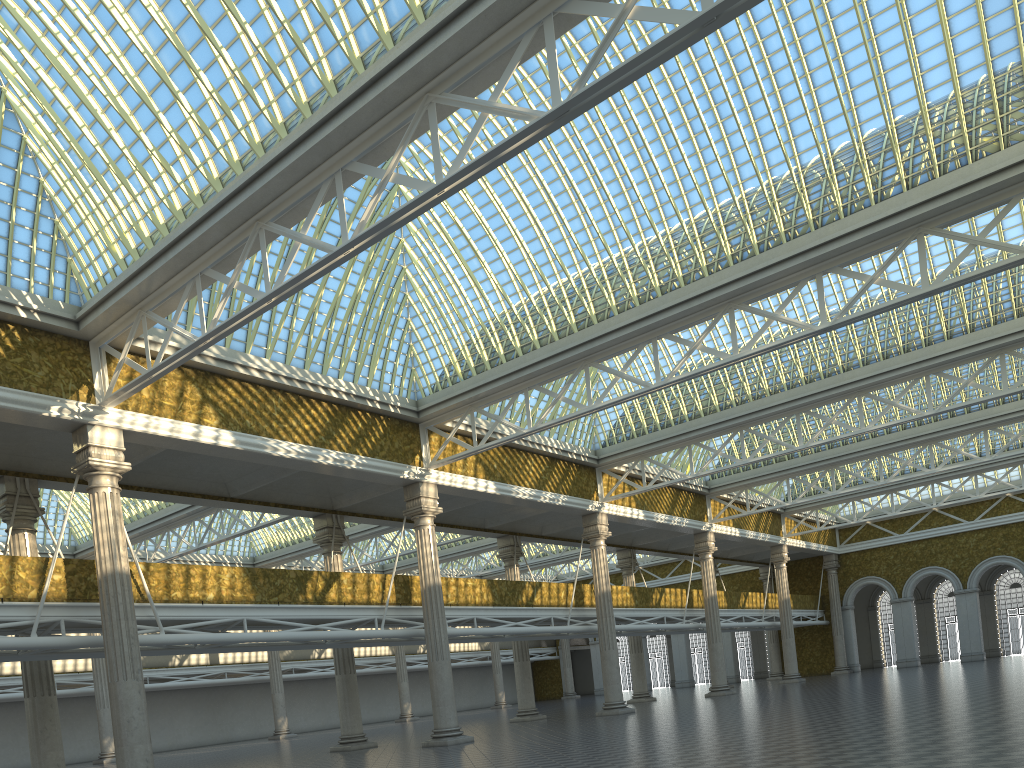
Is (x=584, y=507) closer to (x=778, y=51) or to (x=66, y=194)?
(x=778, y=51)
